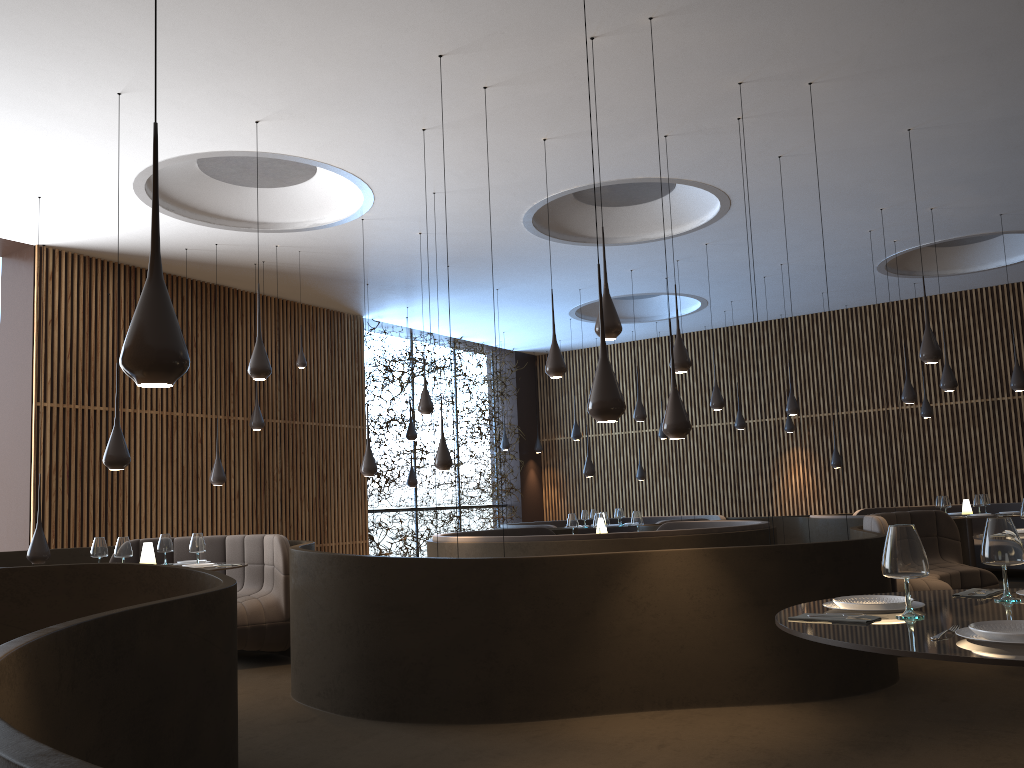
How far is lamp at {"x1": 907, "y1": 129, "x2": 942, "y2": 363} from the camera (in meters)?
8.02

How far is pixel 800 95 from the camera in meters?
7.6 m

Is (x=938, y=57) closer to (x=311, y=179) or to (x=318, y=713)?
(x=311, y=179)

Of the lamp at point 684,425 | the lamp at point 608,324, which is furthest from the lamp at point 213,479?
the lamp at point 684,425

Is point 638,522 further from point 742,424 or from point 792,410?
point 742,424

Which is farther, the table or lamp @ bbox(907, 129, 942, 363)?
lamp @ bbox(907, 129, 942, 363)

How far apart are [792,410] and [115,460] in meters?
9.3 m

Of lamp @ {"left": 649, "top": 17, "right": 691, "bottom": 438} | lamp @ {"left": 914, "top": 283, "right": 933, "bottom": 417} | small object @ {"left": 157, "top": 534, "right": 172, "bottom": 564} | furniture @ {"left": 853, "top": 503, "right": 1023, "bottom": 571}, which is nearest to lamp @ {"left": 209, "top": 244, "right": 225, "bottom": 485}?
small object @ {"left": 157, "top": 534, "right": 172, "bottom": 564}

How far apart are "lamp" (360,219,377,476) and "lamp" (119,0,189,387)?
7.2 meters

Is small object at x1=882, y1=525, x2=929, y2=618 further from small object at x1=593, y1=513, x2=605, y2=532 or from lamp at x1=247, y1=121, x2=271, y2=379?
small object at x1=593, y1=513, x2=605, y2=532
